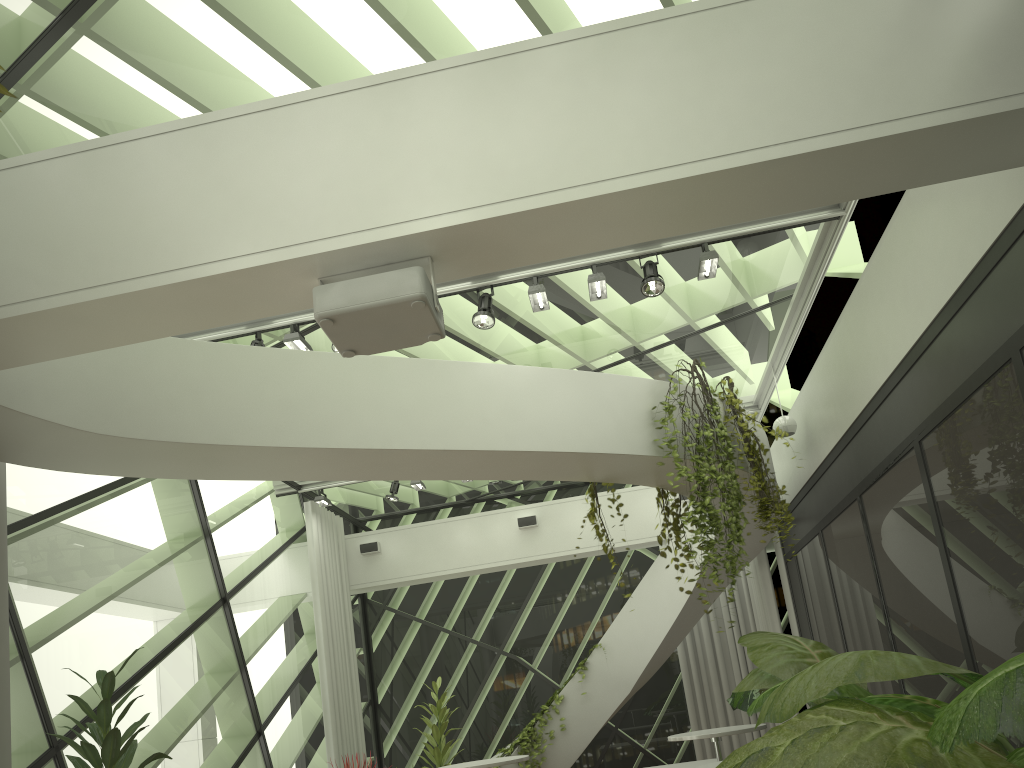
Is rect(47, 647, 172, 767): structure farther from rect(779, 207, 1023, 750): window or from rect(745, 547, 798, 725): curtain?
rect(745, 547, 798, 725): curtain

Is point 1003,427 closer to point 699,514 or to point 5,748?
point 699,514

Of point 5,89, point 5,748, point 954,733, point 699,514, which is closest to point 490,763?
point 699,514

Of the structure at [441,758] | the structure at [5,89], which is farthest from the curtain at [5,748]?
the structure at [441,758]

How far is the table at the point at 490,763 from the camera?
7.15m

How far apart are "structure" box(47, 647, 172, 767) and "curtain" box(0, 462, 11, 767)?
0.66m

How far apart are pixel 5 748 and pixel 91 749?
0.9m

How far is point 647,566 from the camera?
12.13m

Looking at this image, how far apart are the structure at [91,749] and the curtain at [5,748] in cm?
66

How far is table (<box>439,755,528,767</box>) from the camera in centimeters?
715cm
